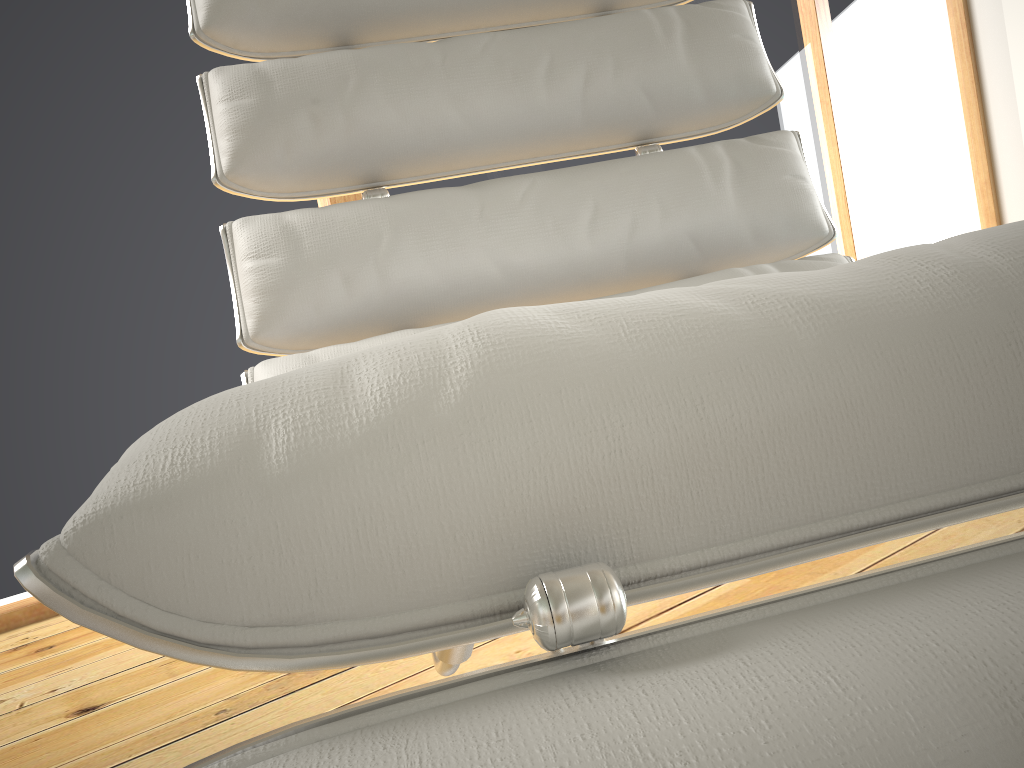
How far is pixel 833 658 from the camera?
0.2 meters

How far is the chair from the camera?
0.2 meters

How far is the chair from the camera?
0.22m
